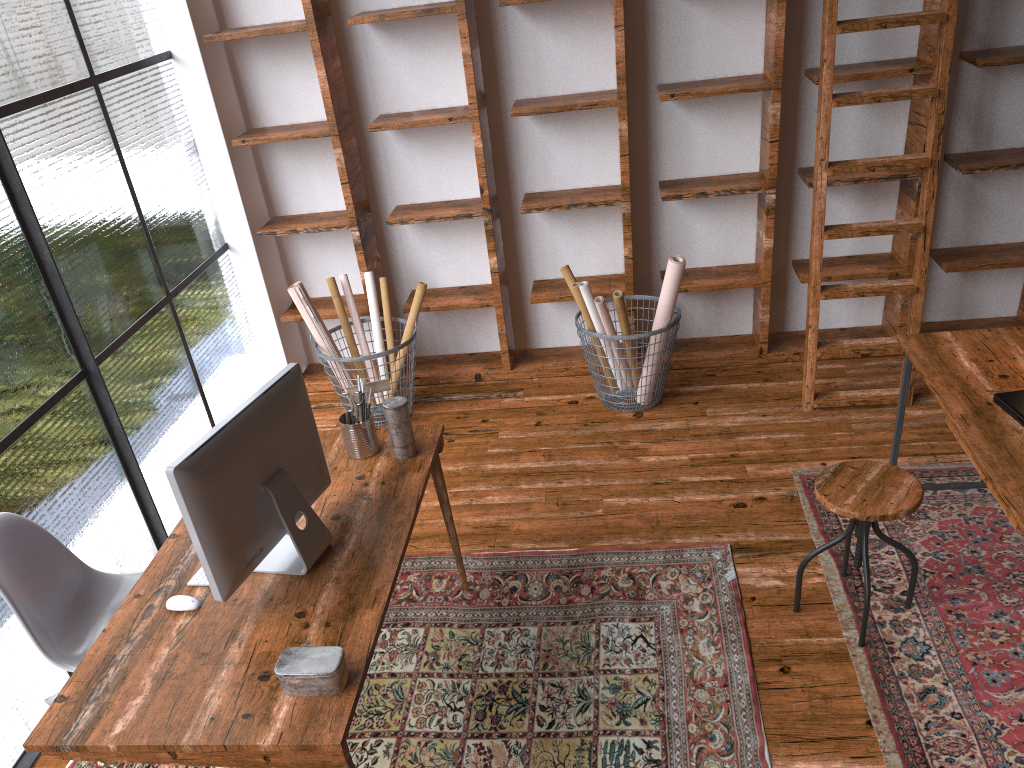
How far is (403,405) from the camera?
2.72m

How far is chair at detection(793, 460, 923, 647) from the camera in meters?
2.6

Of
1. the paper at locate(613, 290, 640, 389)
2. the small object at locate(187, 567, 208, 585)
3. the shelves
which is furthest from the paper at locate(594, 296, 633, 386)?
the small object at locate(187, 567, 208, 585)

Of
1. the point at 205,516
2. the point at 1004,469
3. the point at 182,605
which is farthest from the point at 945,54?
the point at 182,605

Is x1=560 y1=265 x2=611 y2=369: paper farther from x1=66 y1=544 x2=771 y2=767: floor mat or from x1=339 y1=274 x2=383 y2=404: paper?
x1=66 y1=544 x2=771 y2=767: floor mat

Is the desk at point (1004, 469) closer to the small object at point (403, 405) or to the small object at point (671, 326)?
the small object at point (671, 326)

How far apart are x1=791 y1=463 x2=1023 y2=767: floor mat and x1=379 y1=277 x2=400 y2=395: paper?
2.1 meters

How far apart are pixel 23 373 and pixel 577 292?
2.3 meters

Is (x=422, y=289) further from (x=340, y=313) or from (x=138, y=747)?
(x=138, y=747)

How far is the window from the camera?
2.9m
